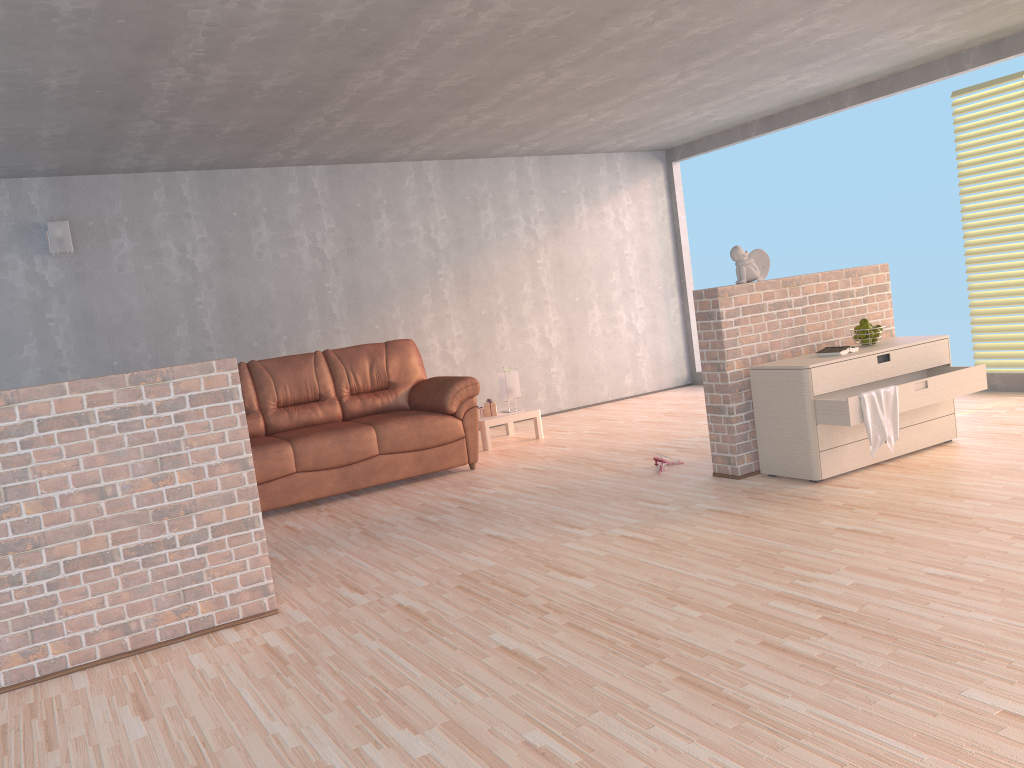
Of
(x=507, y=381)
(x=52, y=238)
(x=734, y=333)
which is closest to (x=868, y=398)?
(x=734, y=333)

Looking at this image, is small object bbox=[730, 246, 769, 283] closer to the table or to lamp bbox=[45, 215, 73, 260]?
the table

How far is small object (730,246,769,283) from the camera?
4.9m

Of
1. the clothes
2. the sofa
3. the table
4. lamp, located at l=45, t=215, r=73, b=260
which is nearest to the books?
the clothes

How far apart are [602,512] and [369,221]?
4.1m

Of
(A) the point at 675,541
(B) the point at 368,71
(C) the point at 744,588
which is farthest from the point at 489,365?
(C) the point at 744,588

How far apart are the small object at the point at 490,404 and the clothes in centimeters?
336cm

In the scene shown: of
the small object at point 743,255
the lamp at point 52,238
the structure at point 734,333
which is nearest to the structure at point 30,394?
the structure at point 734,333

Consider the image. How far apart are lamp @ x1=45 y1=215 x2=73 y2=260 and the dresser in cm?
481

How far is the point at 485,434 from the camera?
6.95m
